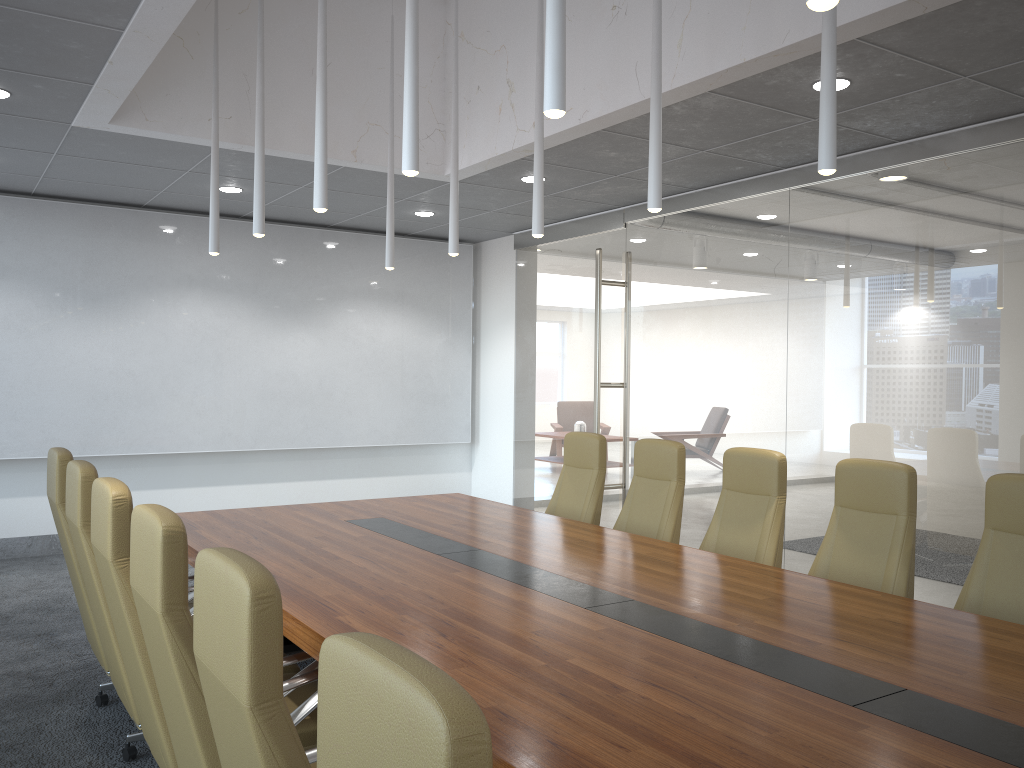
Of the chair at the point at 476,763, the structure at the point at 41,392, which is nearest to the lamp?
the chair at the point at 476,763

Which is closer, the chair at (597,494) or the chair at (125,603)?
the chair at (125,603)

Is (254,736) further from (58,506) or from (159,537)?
(58,506)

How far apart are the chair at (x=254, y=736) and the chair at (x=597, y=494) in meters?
4.3

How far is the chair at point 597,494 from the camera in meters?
6.3 m

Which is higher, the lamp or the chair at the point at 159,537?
the lamp

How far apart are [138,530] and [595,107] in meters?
4.2 m

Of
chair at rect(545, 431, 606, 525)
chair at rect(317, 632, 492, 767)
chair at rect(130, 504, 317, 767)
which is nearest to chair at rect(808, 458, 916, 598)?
chair at rect(545, 431, 606, 525)

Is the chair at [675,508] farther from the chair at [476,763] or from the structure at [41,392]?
the structure at [41,392]

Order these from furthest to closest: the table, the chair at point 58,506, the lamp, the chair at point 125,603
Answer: the chair at point 58,506 → the chair at point 125,603 → the lamp → the table
